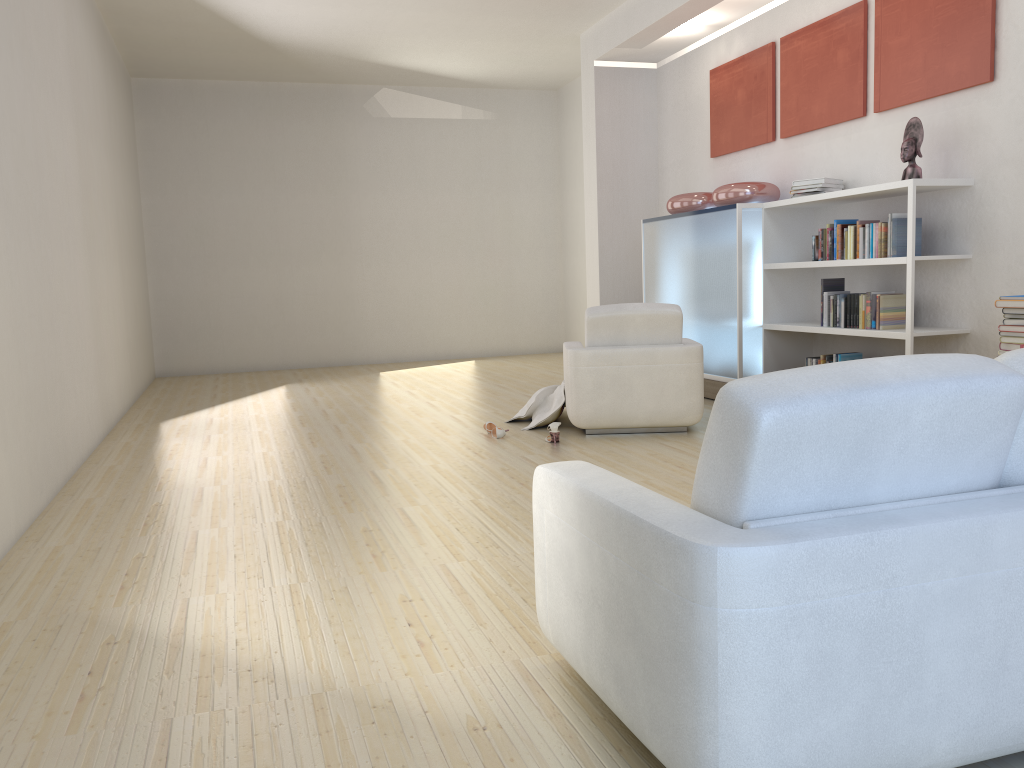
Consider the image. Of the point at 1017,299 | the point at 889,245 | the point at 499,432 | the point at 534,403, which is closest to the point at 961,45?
the point at 889,245

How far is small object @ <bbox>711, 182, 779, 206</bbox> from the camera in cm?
700

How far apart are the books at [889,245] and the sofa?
4.0m

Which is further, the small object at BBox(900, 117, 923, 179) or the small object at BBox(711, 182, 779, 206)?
the small object at BBox(711, 182, 779, 206)

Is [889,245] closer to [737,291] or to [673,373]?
[737,291]

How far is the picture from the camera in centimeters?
543cm

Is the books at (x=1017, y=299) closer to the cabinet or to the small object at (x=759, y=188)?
the cabinet

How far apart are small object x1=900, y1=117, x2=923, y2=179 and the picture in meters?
0.3 m

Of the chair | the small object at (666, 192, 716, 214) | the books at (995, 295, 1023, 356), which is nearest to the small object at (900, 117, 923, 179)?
the books at (995, 295, 1023, 356)

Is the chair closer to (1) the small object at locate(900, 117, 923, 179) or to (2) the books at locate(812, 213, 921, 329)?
(2) the books at locate(812, 213, 921, 329)
